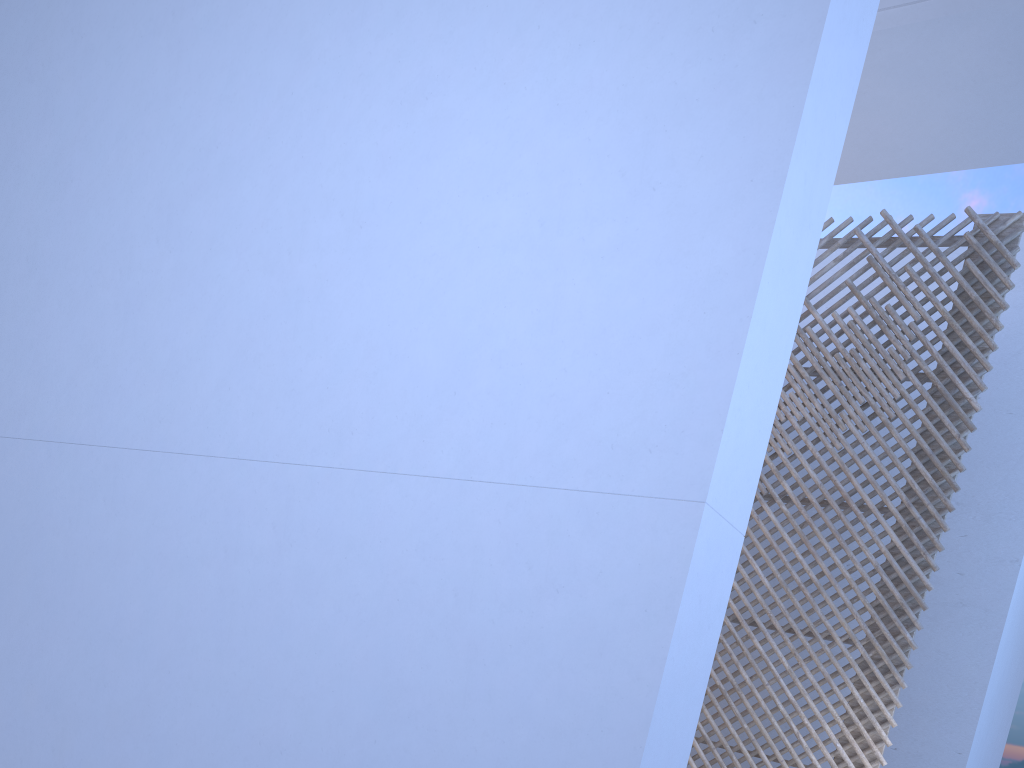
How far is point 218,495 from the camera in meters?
1.8 m

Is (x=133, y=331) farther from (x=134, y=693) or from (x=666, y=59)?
(x=666, y=59)
